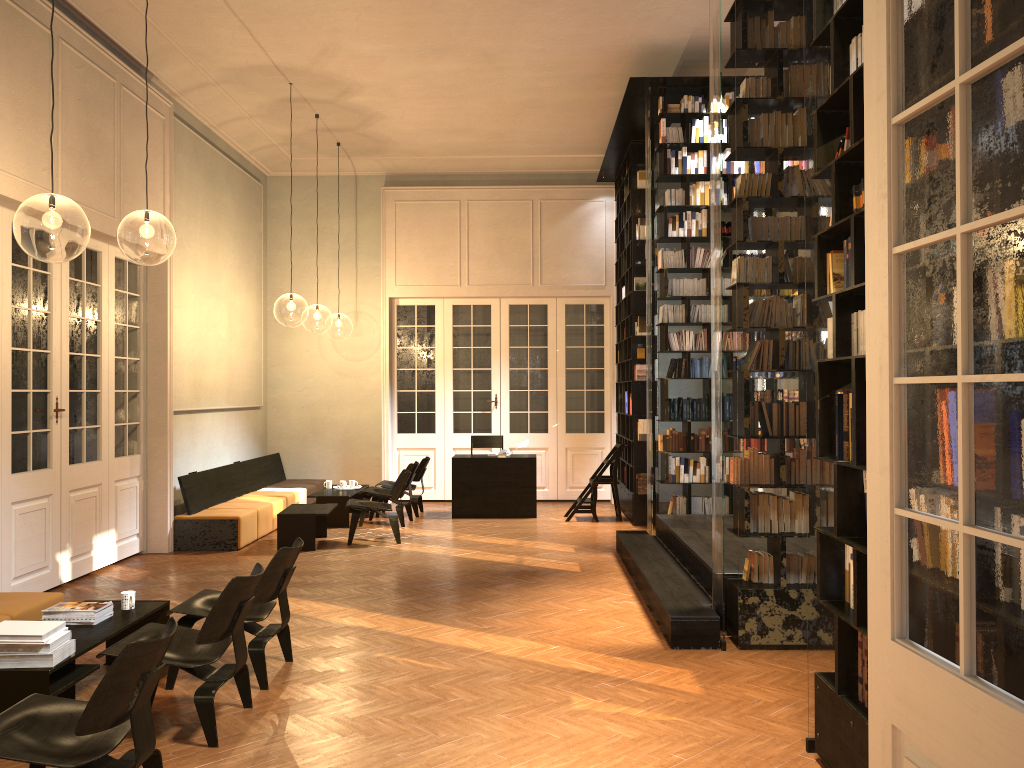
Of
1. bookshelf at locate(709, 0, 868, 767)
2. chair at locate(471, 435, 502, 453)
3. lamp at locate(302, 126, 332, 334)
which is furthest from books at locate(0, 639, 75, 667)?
lamp at locate(302, 126, 332, 334)

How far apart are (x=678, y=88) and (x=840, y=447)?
6.4m

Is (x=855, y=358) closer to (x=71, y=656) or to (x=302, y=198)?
(x=71, y=656)

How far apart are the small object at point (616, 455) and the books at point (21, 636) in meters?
7.9

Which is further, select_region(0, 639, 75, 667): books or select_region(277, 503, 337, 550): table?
select_region(277, 503, 337, 550): table

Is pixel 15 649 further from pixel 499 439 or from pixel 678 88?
pixel 499 439

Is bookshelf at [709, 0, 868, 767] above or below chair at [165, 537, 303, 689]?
above

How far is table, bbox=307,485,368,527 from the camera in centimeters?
1131cm

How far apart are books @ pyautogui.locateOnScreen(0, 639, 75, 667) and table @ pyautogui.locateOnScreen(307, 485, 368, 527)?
6.8 meters

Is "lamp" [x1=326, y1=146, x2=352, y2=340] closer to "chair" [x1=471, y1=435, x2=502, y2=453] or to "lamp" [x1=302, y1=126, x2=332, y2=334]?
"lamp" [x1=302, y1=126, x2=332, y2=334]
